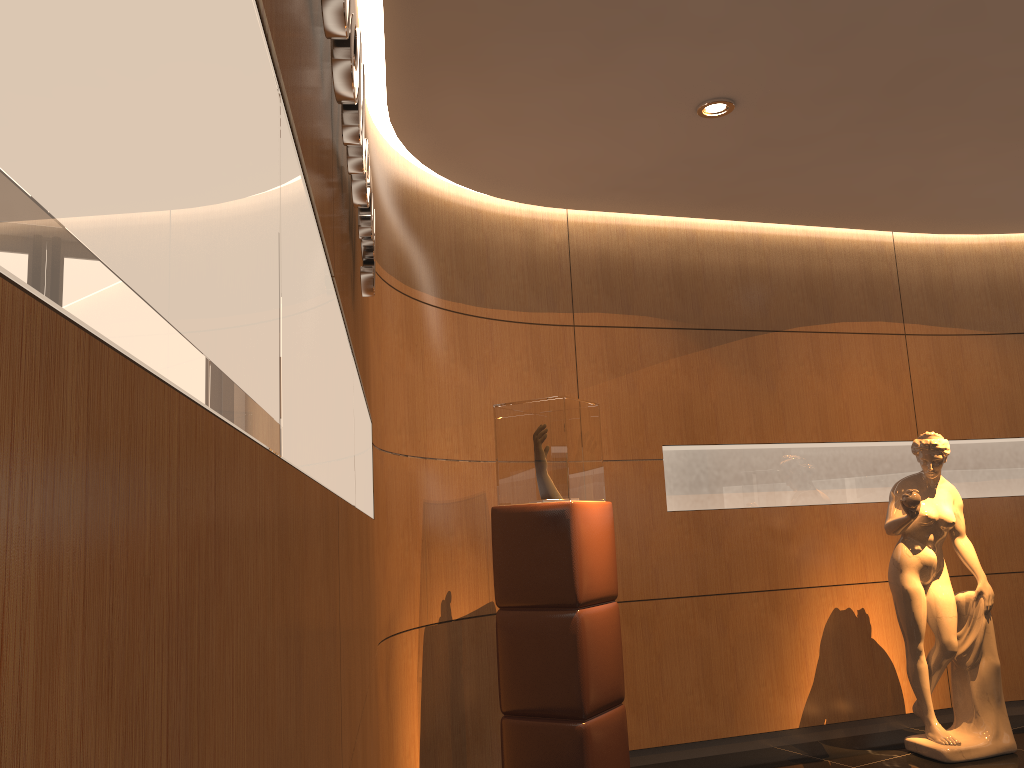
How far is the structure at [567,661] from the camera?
4.0m

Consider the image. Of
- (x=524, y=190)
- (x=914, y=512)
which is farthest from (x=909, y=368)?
(x=524, y=190)

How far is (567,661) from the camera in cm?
401

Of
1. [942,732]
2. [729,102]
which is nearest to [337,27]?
[729,102]

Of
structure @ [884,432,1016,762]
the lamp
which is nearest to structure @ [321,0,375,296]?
the lamp

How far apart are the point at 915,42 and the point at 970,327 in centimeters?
322cm

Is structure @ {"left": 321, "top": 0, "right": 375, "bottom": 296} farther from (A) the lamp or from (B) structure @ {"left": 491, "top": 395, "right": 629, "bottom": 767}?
(A) the lamp

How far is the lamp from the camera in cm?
414

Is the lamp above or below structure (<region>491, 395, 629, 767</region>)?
above

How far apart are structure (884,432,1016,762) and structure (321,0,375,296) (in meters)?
3.74
